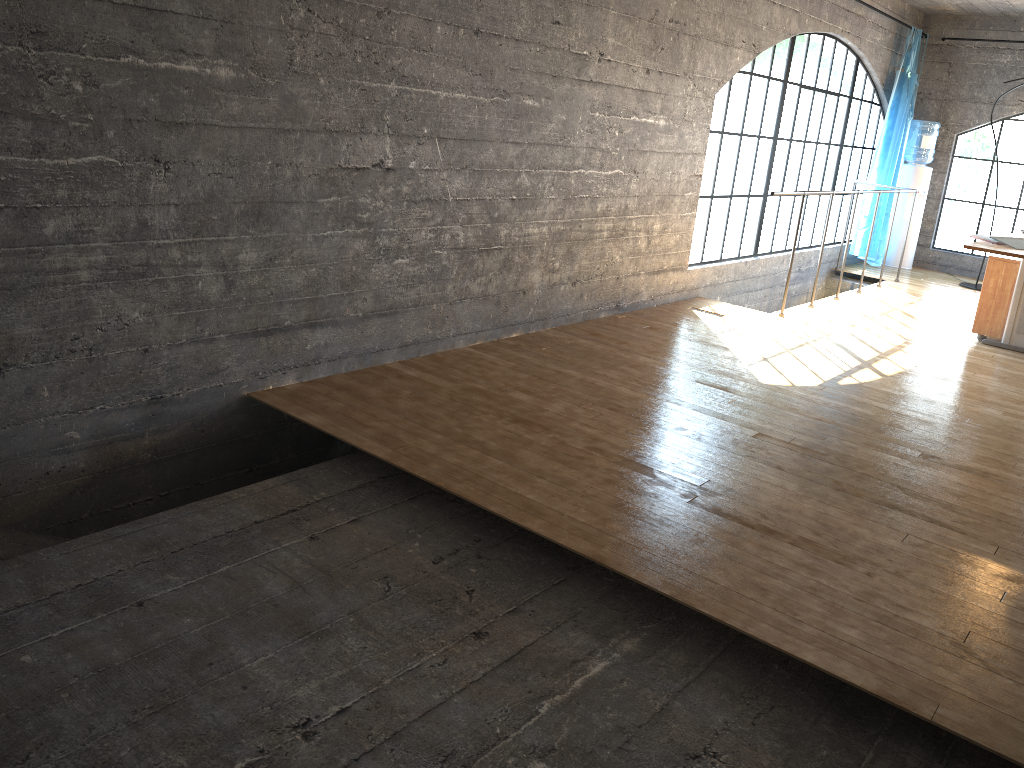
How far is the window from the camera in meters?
Answer: 7.2

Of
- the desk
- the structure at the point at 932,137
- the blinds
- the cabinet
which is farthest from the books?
the structure at the point at 932,137

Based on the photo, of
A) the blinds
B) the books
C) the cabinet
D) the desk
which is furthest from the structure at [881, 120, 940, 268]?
the books

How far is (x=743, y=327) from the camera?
5.4 meters

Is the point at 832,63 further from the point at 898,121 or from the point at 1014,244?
the point at 1014,244

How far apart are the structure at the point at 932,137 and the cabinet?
3.3 meters

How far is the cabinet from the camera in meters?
5.6

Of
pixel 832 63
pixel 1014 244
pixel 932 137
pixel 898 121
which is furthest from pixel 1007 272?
pixel 932 137

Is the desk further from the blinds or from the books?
the blinds

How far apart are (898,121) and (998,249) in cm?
423
